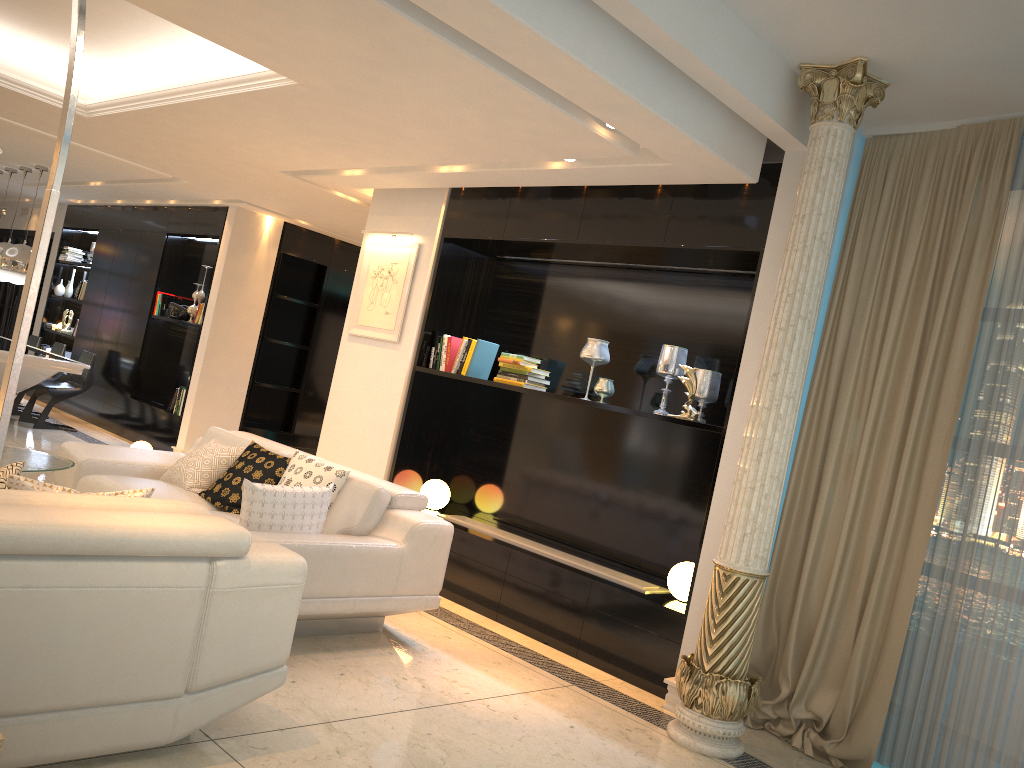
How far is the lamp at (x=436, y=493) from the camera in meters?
6.1

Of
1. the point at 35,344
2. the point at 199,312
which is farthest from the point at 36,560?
the point at 35,344

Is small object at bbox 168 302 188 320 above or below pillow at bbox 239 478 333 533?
above

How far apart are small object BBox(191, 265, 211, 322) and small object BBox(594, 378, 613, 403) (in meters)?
5.54

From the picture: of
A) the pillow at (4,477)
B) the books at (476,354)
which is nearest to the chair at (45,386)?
the books at (476,354)

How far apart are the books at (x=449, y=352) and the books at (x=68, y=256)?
7.83m

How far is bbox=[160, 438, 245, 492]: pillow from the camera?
5.1m

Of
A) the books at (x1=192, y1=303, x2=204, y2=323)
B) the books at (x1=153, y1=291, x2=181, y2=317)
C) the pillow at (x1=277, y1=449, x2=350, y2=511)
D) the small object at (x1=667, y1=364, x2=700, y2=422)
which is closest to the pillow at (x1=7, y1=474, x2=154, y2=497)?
the pillow at (x1=277, y1=449, x2=350, y2=511)

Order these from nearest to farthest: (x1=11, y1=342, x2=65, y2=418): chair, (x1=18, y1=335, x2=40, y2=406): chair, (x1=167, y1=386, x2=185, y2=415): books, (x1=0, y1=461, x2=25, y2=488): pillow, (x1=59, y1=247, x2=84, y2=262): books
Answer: (x1=0, y1=461, x2=25, y2=488): pillow → (x1=167, y1=386, x2=185, y2=415): books → (x1=11, y1=342, x2=65, y2=418): chair → (x1=18, y1=335, x2=40, y2=406): chair → (x1=59, y1=247, x2=84, y2=262): books

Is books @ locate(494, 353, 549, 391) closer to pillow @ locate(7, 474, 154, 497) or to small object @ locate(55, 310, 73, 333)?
pillow @ locate(7, 474, 154, 497)
